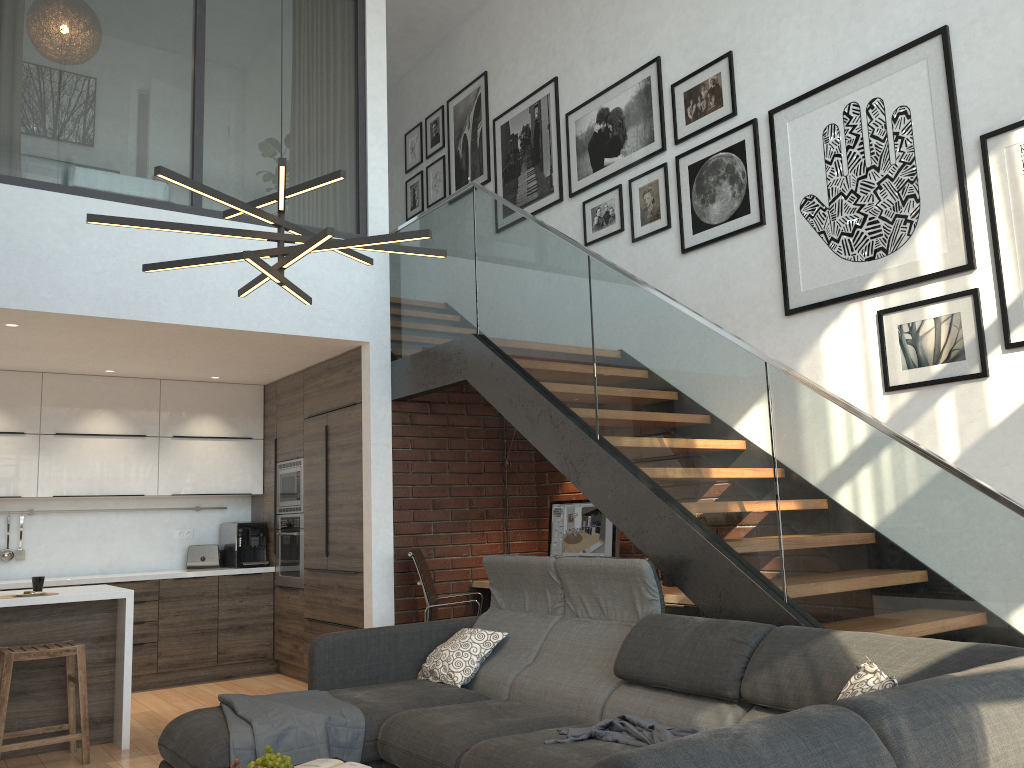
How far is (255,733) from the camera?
3.35m

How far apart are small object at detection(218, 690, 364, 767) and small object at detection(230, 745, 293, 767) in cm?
51

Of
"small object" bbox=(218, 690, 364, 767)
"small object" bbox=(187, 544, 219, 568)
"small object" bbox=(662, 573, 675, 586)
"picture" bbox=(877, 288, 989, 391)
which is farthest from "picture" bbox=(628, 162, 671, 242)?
"small object" bbox=(187, 544, 219, 568)

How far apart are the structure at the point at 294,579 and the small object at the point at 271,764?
4.08m

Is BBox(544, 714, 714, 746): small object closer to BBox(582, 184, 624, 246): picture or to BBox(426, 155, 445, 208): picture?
BBox(582, 184, 624, 246): picture

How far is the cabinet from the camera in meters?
5.0 m

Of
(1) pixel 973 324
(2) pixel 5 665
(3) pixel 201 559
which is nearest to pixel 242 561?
(3) pixel 201 559

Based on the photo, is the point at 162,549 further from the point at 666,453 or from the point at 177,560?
the point at 666,453

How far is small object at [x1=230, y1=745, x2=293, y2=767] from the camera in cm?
268

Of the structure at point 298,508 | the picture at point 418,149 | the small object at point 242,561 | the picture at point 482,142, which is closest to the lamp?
the structure at point 298,508
